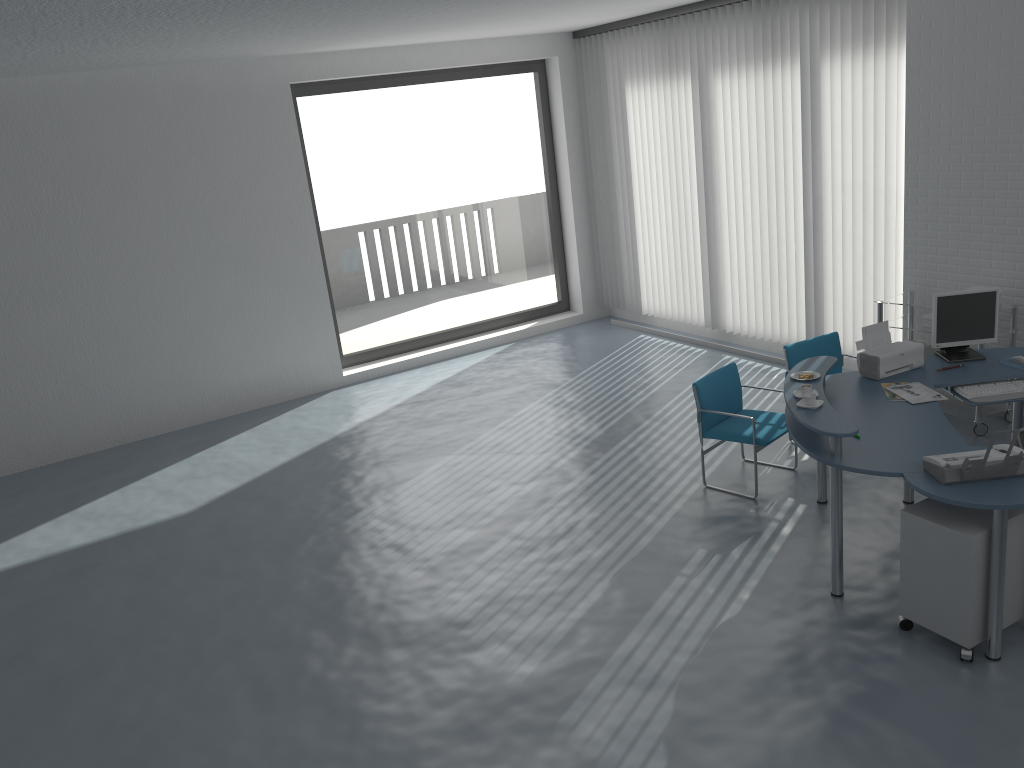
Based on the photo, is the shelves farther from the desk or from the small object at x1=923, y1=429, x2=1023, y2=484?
the small object at x1=923, y1=429, x2=1023, y2=484

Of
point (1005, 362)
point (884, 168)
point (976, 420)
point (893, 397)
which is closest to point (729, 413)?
point (893, 397)

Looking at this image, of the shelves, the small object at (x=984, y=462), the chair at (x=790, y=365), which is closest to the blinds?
the shelves

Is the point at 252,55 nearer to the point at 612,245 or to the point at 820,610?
the point at 612,245

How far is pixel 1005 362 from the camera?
5.15m

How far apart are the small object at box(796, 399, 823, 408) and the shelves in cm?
222

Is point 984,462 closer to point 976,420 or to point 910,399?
point 910,399

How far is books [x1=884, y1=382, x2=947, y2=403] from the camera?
4.76m

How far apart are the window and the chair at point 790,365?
4.55m

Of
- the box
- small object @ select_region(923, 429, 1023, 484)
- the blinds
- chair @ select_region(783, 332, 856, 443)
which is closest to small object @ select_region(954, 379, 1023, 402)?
small object @ select_region(923, 429, 1023, 484)
